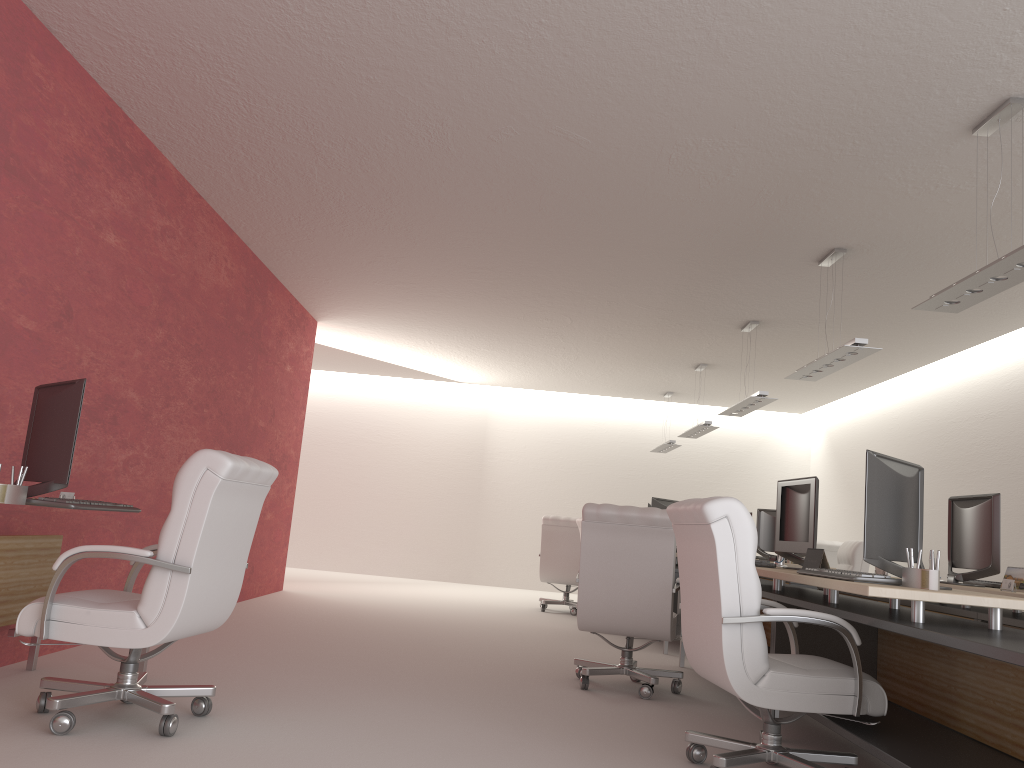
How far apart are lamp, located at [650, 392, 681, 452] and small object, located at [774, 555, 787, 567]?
10.2m

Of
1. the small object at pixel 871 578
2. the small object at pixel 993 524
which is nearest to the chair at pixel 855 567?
the small object at pixel 993 524

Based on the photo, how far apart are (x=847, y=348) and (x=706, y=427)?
6.6 meters

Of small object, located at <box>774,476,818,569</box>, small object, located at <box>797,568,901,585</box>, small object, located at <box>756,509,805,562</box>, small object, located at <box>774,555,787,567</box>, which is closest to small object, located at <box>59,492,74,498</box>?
small object, located at <box>797,568,901,585</box>

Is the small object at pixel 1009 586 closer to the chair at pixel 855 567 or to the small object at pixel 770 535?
the chair at pixel 855 567

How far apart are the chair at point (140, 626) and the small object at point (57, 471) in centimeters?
41cm

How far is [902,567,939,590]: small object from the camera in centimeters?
491cm

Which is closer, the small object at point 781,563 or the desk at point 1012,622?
the desk at point 1012,622

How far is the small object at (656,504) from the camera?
13.1m

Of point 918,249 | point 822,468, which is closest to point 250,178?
point 918,249
